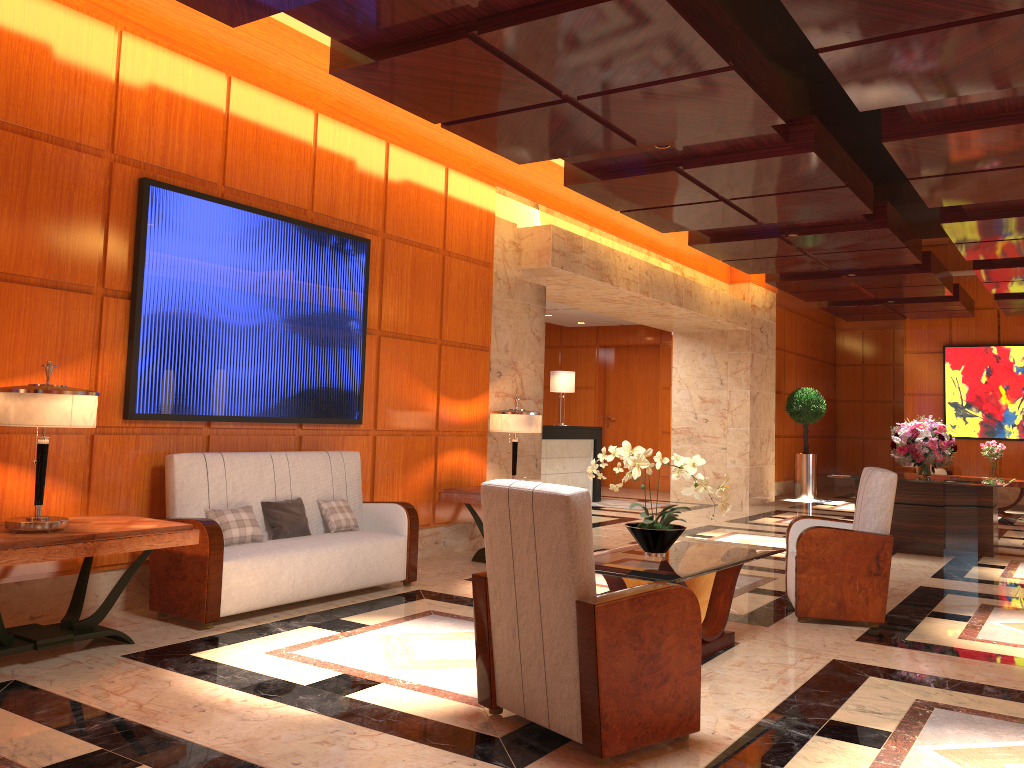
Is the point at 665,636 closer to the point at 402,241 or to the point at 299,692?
the point at 299,692

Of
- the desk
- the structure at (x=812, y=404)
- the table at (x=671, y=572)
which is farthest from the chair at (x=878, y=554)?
the structure at (x=812, y=404)

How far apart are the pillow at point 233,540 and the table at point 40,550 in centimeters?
58cm

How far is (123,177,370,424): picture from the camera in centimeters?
535cm

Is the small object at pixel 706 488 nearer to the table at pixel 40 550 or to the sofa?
the sofa

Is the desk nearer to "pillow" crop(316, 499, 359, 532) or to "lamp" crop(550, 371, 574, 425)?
"lamp" crop(550, 371, 574, 425)

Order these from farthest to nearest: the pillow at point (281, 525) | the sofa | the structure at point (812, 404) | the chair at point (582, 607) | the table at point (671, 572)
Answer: the structure at point (812, 404) → the pillow at point (281, 525) → the sofa → the table at point (671, 572) → the chair at point (582, 607)

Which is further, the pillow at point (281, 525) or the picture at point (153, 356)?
the pillow at point (281, 525)

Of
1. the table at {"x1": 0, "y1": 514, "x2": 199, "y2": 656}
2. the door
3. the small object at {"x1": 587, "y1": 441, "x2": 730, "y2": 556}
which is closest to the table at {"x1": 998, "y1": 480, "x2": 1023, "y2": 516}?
the door

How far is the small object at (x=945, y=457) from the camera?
9.21m
